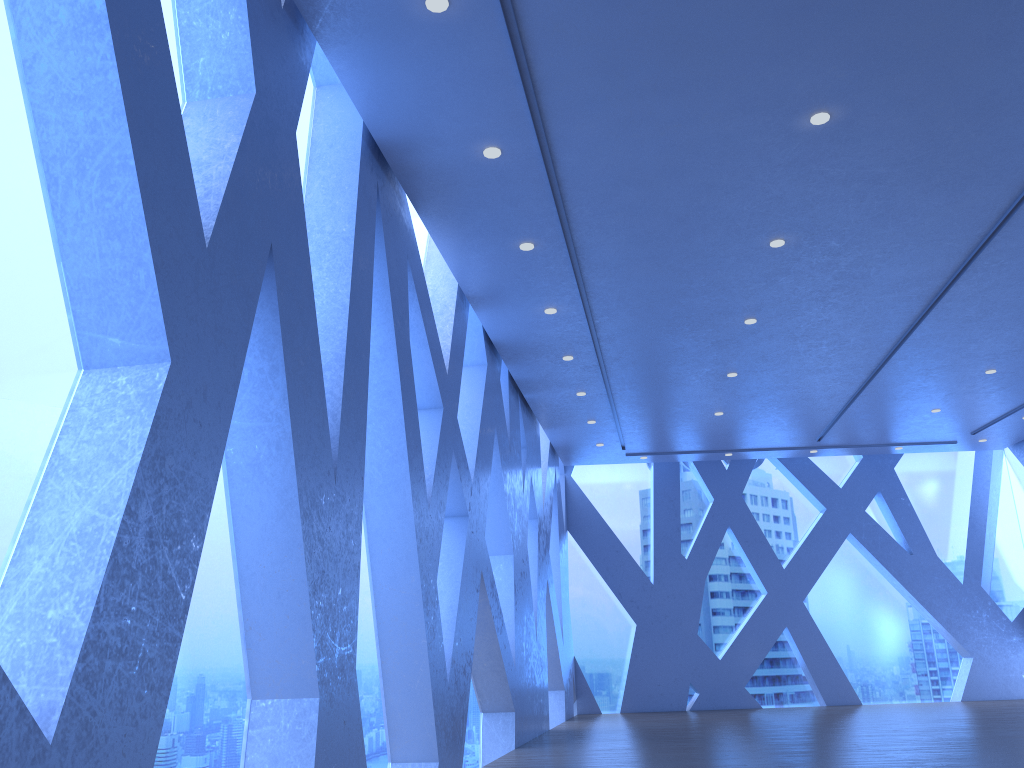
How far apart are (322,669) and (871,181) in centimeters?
472cm
